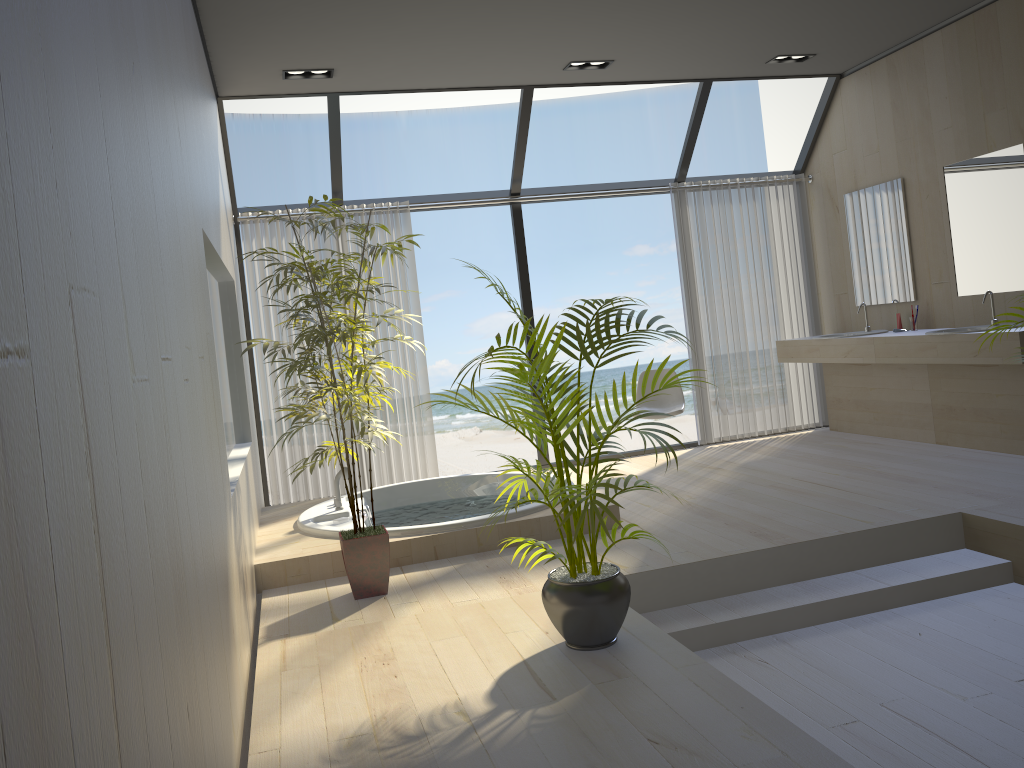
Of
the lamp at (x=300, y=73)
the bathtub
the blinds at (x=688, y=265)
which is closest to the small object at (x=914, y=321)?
the blinds at (x=688, y=265)

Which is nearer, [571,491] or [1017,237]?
[571,491]

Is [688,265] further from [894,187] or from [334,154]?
[334,154]

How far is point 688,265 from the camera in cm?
697

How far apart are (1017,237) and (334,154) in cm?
436

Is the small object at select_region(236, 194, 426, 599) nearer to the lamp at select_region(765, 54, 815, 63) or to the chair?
the chair

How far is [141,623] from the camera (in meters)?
1.24

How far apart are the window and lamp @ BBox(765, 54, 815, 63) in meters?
0.5

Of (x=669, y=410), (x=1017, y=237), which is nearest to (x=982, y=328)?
(x=1017, y=237)

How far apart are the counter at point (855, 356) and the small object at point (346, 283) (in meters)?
3.46
